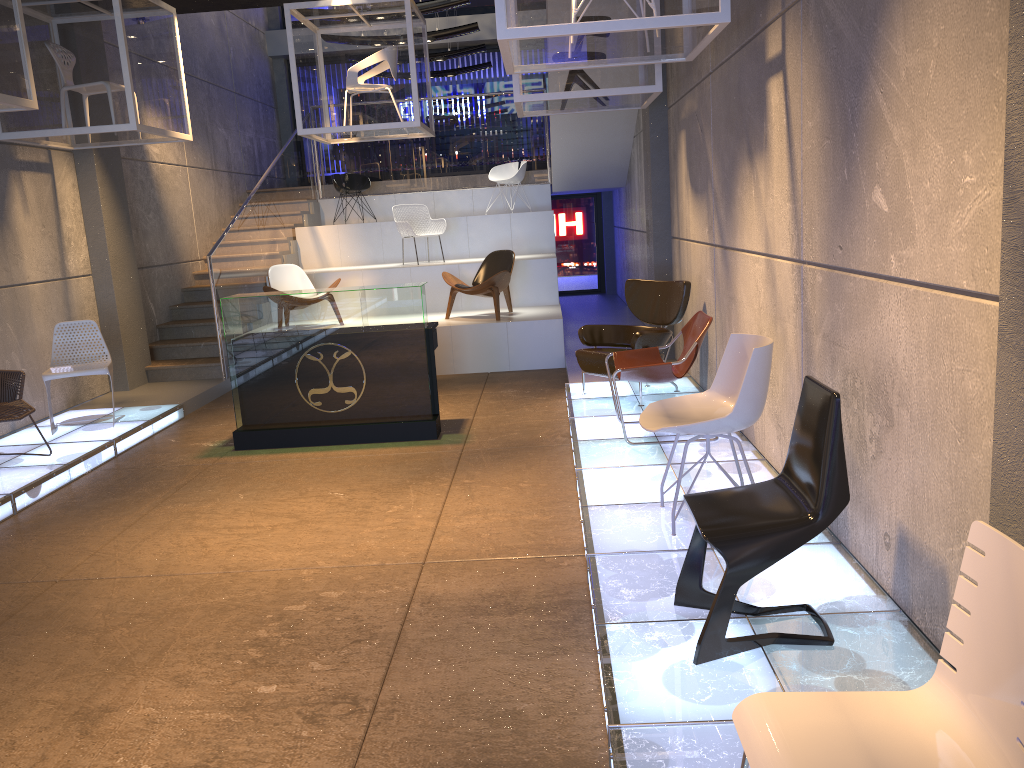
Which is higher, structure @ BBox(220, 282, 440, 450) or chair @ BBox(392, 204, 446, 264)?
chair @ BBox(392, 204, 446, 264)

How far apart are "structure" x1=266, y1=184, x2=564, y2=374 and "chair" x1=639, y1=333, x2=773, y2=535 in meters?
5.2 m

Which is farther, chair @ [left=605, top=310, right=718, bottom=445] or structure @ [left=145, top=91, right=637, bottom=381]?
structure @ [left=145, top=91, right=637, bottom=381]

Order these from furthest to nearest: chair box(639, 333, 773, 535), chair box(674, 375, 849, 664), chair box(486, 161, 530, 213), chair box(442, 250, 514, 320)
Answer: chair box(486, 161, 530, 213), chair box(442, 250, 514, 320), chair box(639, 333, 773, 535), chair box(674, 375, 849, 664)

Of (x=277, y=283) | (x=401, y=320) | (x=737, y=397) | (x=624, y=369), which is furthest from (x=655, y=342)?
(x=277, y=283)

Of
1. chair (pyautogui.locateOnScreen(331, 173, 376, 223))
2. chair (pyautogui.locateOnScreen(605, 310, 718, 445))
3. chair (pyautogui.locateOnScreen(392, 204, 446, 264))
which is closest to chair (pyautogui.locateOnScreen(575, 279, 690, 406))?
chair (pyautogui.locateOnScreen(605, 310, 718, 445))

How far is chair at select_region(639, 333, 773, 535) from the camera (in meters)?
4.07

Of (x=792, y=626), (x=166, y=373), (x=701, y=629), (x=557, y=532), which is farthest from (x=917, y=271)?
(x=166, y=373)

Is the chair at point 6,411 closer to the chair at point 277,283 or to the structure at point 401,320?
the structure at point 401,320

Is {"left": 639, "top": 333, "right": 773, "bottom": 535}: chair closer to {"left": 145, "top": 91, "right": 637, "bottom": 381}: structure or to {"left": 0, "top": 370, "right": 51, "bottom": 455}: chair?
{"left": 0, "top": 370, "right": 51, "bottom": 455}: chair
